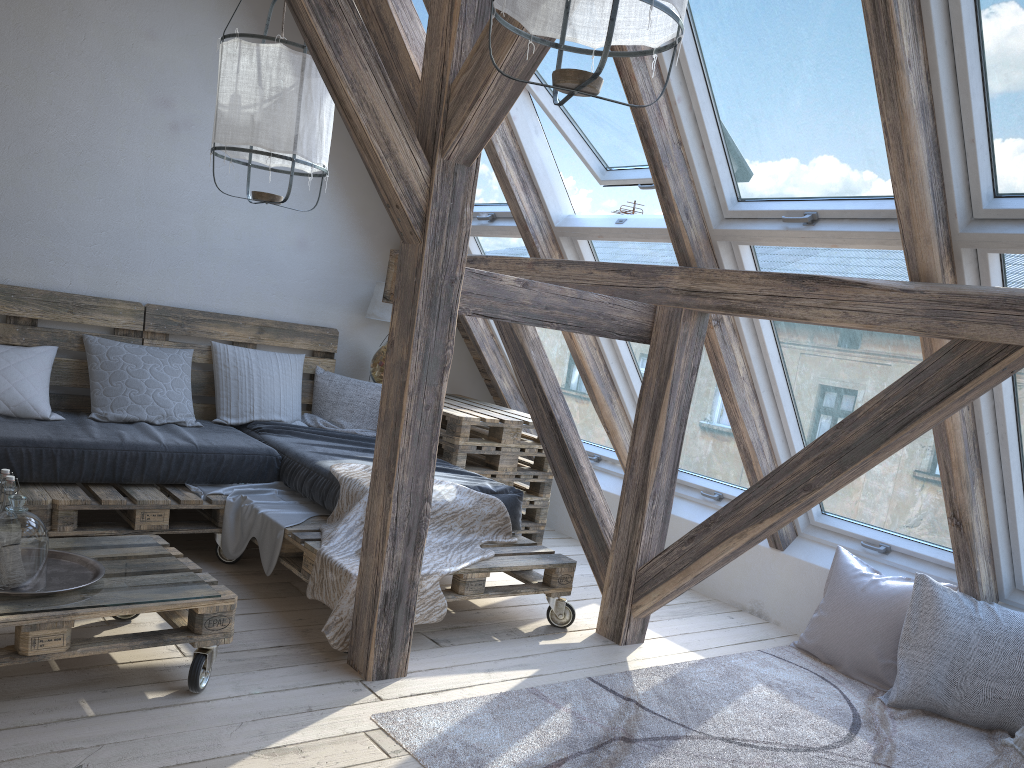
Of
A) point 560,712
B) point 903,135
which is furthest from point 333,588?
point 903,135

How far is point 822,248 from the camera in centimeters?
314cm

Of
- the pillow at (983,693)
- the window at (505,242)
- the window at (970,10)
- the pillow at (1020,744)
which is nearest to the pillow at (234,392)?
the window at (505,242)

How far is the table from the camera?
4.3 meters

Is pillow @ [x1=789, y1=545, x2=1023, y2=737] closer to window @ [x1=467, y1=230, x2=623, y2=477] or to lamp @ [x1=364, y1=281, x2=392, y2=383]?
window @ [x1=467, y1=230, x2=623, y2=477]

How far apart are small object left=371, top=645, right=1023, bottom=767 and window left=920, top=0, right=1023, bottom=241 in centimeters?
159cm

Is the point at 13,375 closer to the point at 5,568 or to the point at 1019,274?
the point at 5,568

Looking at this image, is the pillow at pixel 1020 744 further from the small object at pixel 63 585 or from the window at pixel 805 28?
the small object at pixel 63 585

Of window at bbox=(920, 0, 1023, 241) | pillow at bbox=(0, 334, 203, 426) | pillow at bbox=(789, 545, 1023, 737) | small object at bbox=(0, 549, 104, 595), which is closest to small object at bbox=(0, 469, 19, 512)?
small object at bbox=(0, 549, 104, 595)

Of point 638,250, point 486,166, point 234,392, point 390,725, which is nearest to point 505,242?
point 486,166
